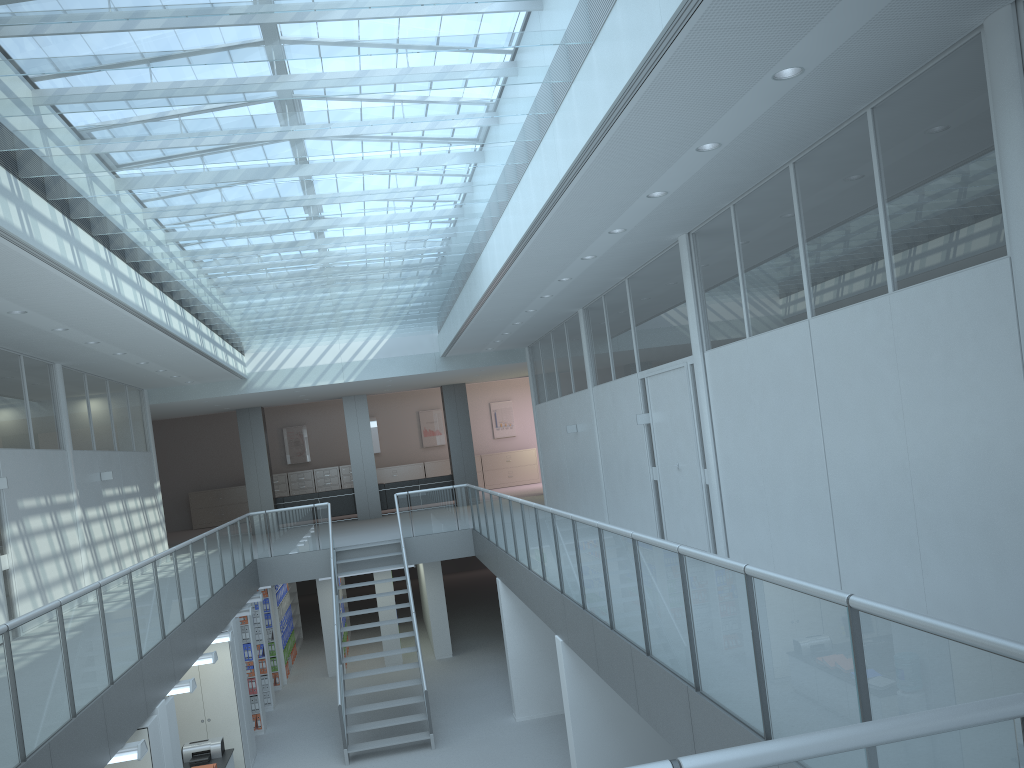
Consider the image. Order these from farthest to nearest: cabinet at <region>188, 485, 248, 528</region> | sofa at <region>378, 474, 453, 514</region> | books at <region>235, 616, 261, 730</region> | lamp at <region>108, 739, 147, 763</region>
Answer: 1. cabinet at <region>188, 485, 248, 528</region>
2. sofa at <region>378, 474, 453, 514</region>
3. books at <region>235, 616, 261, 730</region>
4. lamp at <region>108, 739, 147, 763</region>

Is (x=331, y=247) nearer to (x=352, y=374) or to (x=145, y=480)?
(x=352, y=374)

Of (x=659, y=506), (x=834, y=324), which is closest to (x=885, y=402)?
(x=834, y=324)

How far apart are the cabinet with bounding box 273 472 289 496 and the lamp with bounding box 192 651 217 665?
15.6 meters

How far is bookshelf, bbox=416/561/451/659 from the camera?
15.3m

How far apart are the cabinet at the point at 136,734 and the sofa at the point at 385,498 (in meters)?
13.31

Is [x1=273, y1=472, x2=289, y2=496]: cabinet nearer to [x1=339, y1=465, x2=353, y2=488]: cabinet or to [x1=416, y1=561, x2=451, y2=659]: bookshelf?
[x1=339, y1=465, x2=353, y2=488]: cabinet

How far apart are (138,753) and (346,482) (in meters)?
18.71

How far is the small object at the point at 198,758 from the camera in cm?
973

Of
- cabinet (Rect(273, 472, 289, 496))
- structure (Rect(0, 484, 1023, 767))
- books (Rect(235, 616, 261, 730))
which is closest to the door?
structure (Rect(0, 484, 1023, 767))
